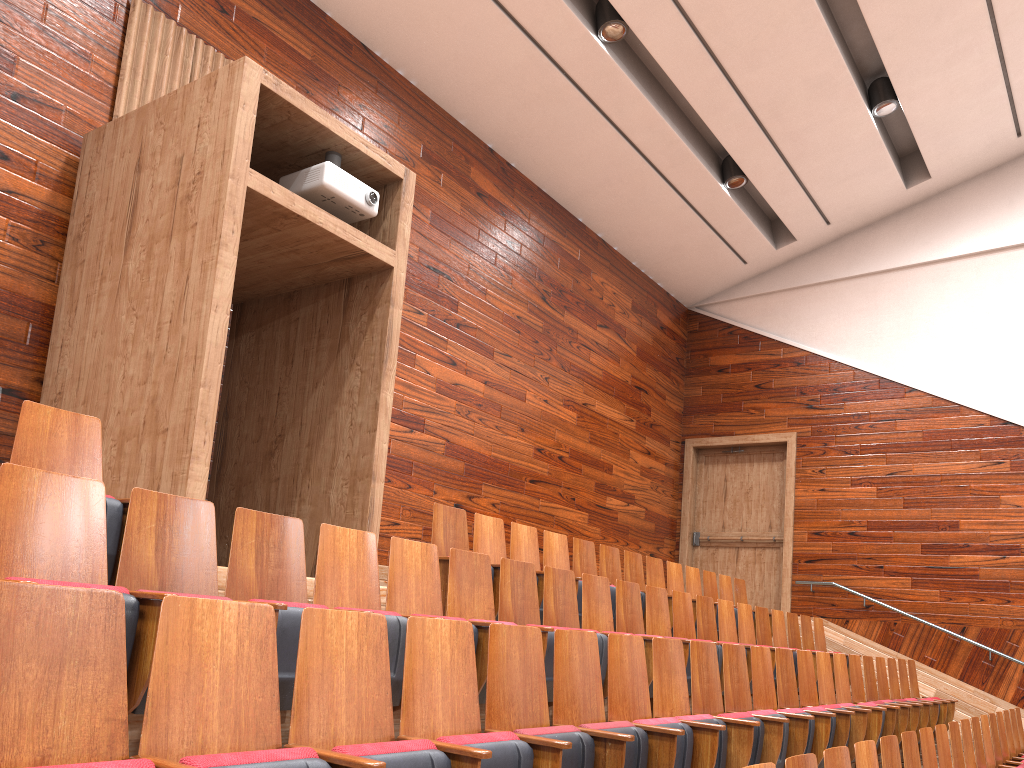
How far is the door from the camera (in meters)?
1.02

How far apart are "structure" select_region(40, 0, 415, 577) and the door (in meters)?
0.67

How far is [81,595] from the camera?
0.2 meters

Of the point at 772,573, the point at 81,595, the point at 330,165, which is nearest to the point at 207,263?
the point at 330,165

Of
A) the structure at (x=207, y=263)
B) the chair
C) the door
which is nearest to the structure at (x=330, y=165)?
the structure at (x=207, y=263)

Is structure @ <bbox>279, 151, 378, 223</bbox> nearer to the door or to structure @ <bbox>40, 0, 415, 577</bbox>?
structure @ <bbox>40, 0, 415, 577</bbox>

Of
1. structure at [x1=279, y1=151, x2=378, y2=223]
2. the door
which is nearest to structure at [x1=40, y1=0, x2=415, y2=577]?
structure at [x1=279, y1=151, x2=378, y2=223]

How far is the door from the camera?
1.02m

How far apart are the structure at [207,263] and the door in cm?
67

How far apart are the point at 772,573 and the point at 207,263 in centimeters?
81cm
